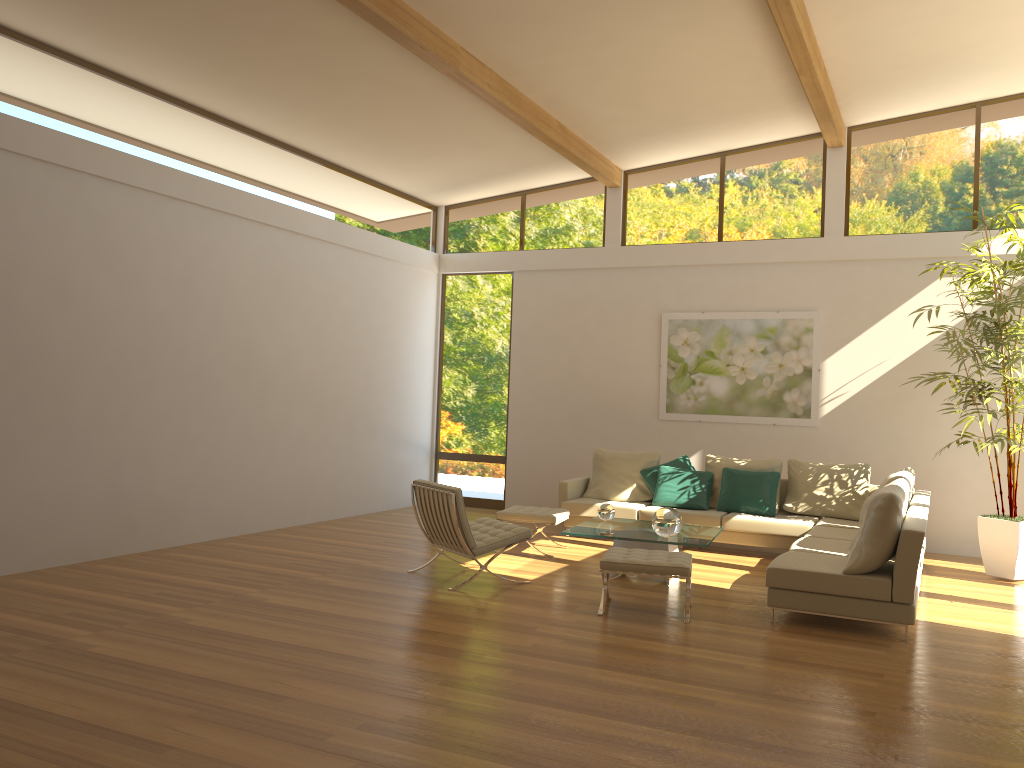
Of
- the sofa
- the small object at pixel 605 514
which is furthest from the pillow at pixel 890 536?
the small object at pixel 605 514

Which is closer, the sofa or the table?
the sofa

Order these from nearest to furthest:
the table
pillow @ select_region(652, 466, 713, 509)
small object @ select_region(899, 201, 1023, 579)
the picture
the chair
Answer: the chair
the table
small object @ select_region(899, 201, 1023, 579)
pillow @ select_region(652, 466, 713, 509)
the picture

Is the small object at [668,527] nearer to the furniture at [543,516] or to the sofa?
the sofa

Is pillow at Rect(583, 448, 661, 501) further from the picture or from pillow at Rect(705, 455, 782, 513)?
the picture

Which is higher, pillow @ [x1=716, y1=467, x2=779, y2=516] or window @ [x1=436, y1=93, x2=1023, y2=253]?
window @ [x1=436, y1=93, x2=1023, y2=253]

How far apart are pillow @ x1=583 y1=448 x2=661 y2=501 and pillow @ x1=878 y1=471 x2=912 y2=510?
2.7m

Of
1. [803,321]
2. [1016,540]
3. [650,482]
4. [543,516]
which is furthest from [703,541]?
[803,321]

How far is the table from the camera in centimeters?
688cm

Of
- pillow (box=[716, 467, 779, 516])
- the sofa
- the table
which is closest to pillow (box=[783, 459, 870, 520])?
the sofa
